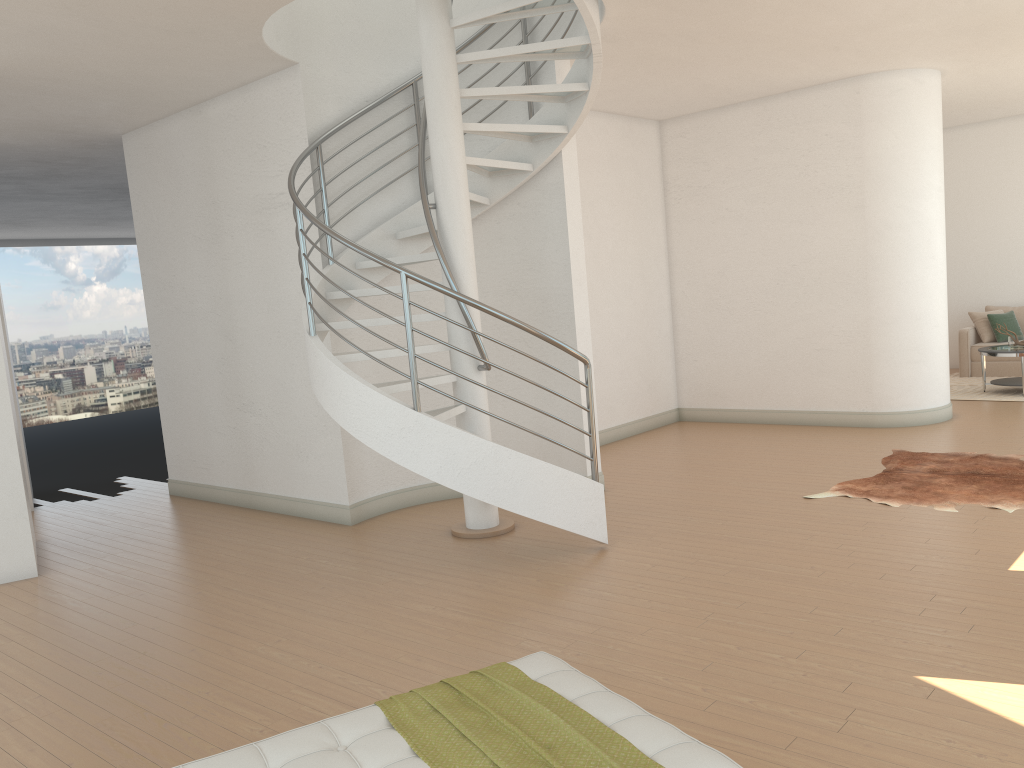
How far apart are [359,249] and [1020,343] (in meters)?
8.30

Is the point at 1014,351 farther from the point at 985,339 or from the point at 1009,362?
the point at 985,339

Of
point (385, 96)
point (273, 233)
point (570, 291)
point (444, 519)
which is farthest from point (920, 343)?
point (273, 233)

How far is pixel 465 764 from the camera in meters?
2.2 m

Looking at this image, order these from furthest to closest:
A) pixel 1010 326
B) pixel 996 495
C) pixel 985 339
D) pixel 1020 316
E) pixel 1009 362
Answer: pixel 1020 316 < pixel 985 339 < pixel 1010 326 < pixel 1009 362 < pixel 996 495

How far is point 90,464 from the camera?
10.99m

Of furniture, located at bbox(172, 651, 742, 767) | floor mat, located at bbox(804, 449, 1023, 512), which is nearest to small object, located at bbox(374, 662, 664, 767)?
furniture, located at bbox(172, 651, 742, 767)

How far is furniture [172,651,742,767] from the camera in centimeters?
219cm

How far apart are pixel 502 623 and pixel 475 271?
2.55m

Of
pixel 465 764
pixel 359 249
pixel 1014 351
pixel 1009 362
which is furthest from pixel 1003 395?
pixel 465 764
